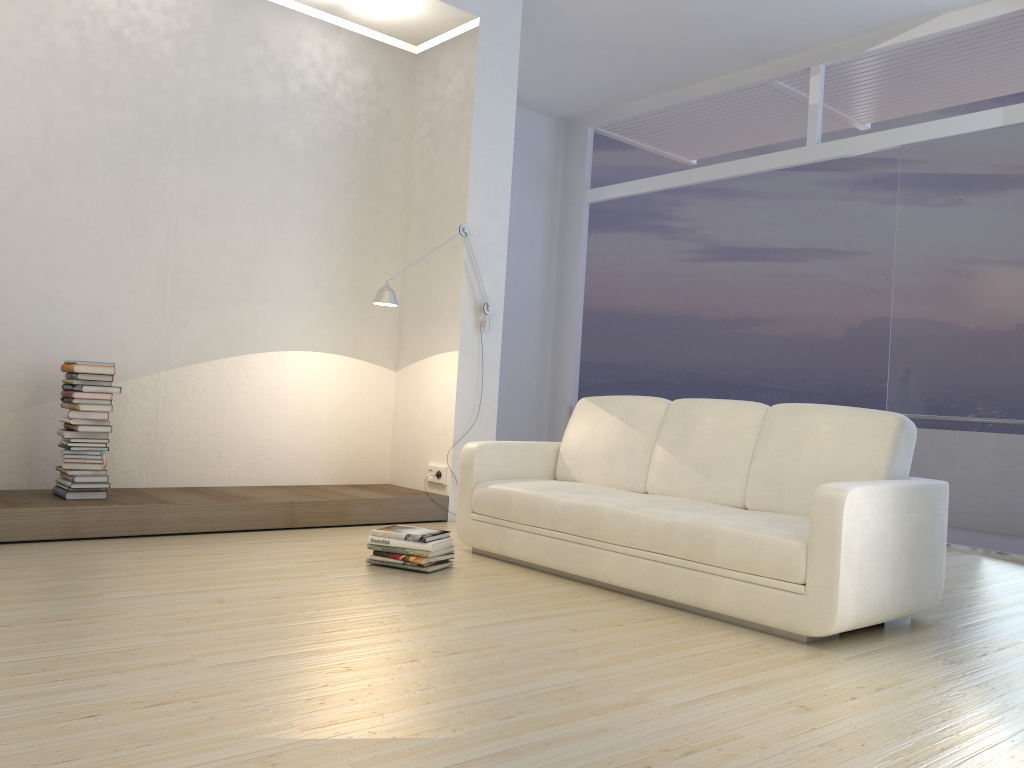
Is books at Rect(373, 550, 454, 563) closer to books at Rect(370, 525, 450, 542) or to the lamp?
books at Rect(370, 525, 450, 542)

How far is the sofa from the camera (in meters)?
3.10

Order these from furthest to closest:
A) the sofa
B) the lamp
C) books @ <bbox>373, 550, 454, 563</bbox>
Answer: the lamp → books @ <bbox>373, 550, 454, 563</bbox> → the sofa

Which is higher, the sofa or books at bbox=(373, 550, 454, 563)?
the sofa

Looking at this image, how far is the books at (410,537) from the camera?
4.0m

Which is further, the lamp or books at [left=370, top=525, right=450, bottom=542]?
the lamp

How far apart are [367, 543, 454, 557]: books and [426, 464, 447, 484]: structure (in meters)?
1.54

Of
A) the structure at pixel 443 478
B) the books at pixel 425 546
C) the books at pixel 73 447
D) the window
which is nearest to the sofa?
the books at pixel 425 546

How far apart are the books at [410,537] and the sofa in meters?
0.3 m

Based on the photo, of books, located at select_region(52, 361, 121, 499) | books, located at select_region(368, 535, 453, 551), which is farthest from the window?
books, located at select_region(52, 361, 121, 499)
